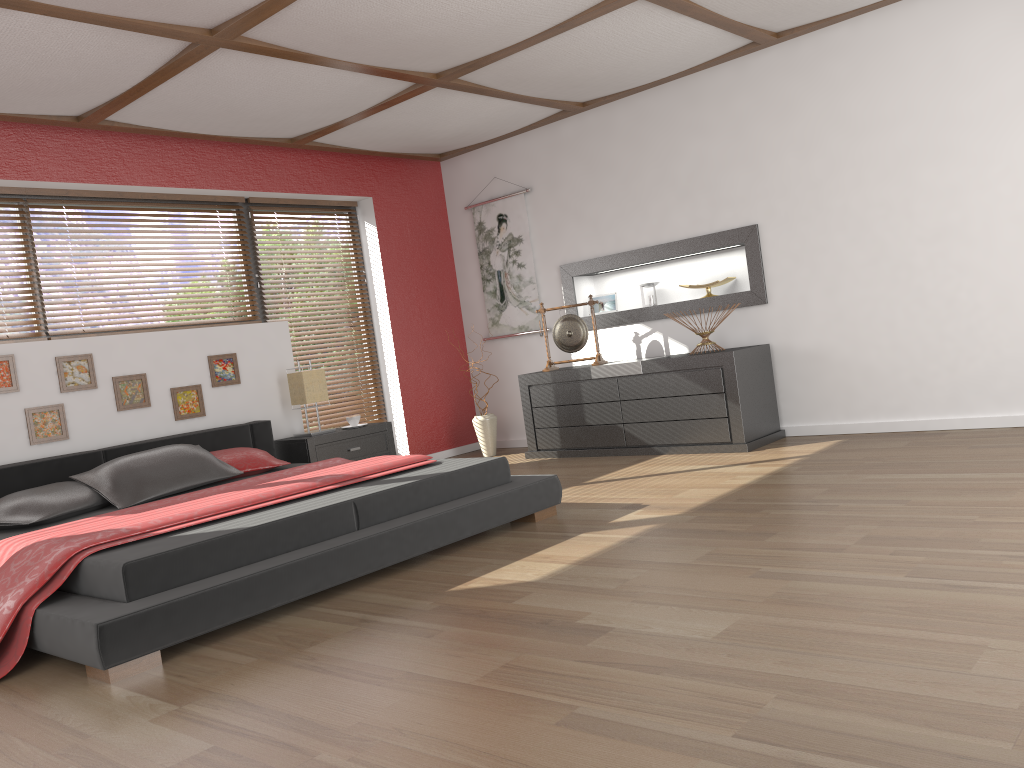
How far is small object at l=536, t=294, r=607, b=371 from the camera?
6.3m

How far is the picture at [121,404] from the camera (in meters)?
5.11

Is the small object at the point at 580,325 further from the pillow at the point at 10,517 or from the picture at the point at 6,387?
the picture at the point at 6,387

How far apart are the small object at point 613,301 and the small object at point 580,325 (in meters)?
0.41

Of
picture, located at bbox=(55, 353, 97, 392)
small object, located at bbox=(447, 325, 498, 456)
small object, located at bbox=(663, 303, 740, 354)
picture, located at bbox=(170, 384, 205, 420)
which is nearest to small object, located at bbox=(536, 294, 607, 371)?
small object, located at bbox=(447, 325, 498, 456)

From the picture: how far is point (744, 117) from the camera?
5.6 meters

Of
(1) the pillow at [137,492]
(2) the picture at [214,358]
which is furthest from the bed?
(2) the picture at [214,358]

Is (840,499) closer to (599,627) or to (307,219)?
(599,627)

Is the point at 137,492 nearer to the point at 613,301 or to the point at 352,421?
the point at 352,421

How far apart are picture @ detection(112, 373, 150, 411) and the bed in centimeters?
28cm
